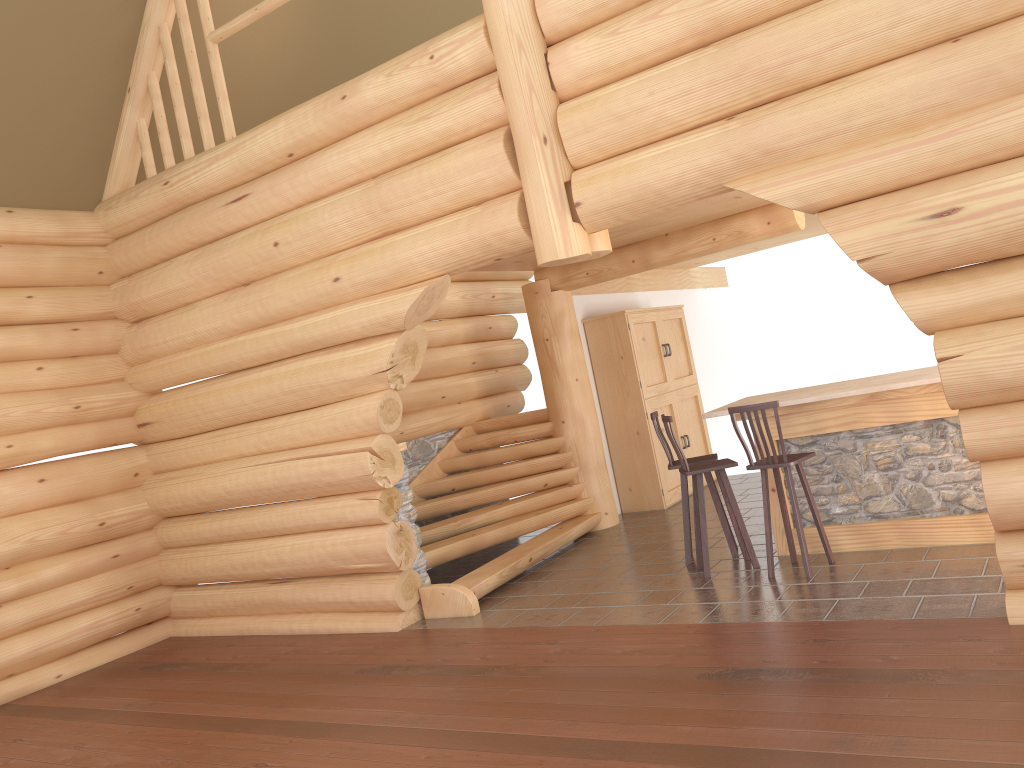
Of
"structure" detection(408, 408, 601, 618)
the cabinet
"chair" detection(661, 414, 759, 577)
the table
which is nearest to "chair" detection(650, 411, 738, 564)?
"chair" detection(661, 414, 759, 577)

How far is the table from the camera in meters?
6.5 m

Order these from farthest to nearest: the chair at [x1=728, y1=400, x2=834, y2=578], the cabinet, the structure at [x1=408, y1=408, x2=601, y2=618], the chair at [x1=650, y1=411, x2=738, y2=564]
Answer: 1. the cabinet
2. the structure at [x1=408, y1=408, x2=601, y2=618]
3. the chair at [x1=650, y1=411, x2=738, y2=564]
4. the chair at [x1=728, y1=400, x2=834, y2=578]

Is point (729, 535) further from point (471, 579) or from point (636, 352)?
point (636, 352)

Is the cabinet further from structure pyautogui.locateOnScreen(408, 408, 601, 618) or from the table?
the table

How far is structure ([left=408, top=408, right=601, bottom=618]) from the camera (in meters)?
7.83

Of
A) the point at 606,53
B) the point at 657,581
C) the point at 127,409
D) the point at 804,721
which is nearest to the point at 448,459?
the point at 127,409

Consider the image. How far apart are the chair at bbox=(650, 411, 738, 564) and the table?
0.39m

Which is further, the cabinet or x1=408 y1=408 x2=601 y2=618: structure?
the cabinet

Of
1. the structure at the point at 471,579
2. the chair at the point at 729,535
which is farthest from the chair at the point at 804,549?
the structure at the point at 471,579
